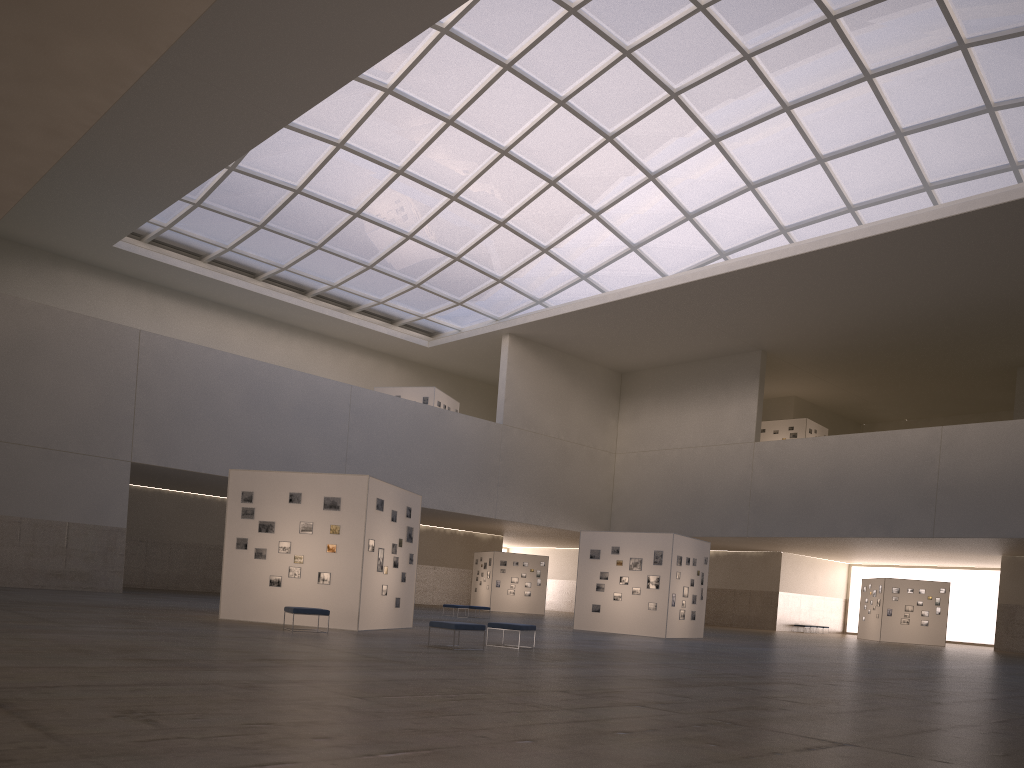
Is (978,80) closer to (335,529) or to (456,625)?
(335,529)

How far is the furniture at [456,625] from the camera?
19.8 meters

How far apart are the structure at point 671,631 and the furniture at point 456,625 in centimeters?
1786cm

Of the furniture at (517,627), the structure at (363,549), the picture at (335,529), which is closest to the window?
the structure at (363,549)

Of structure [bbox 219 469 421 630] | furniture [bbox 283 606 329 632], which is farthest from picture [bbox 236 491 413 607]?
furniture [bbox 283 606 329 632]

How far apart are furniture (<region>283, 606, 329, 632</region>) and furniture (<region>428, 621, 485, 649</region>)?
3.8 meters

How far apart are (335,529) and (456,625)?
6.8m

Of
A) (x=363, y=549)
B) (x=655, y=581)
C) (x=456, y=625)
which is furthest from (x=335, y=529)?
(x=655, y=581)

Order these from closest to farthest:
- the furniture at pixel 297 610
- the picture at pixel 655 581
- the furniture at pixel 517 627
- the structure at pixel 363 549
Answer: the furniture at pixel 517 627
the furniture at pixel 297 610
the structure at pixel 363 549
the picture at pixel 655 581

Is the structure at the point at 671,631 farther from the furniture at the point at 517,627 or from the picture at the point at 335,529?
the furniture at the point at 517,627
